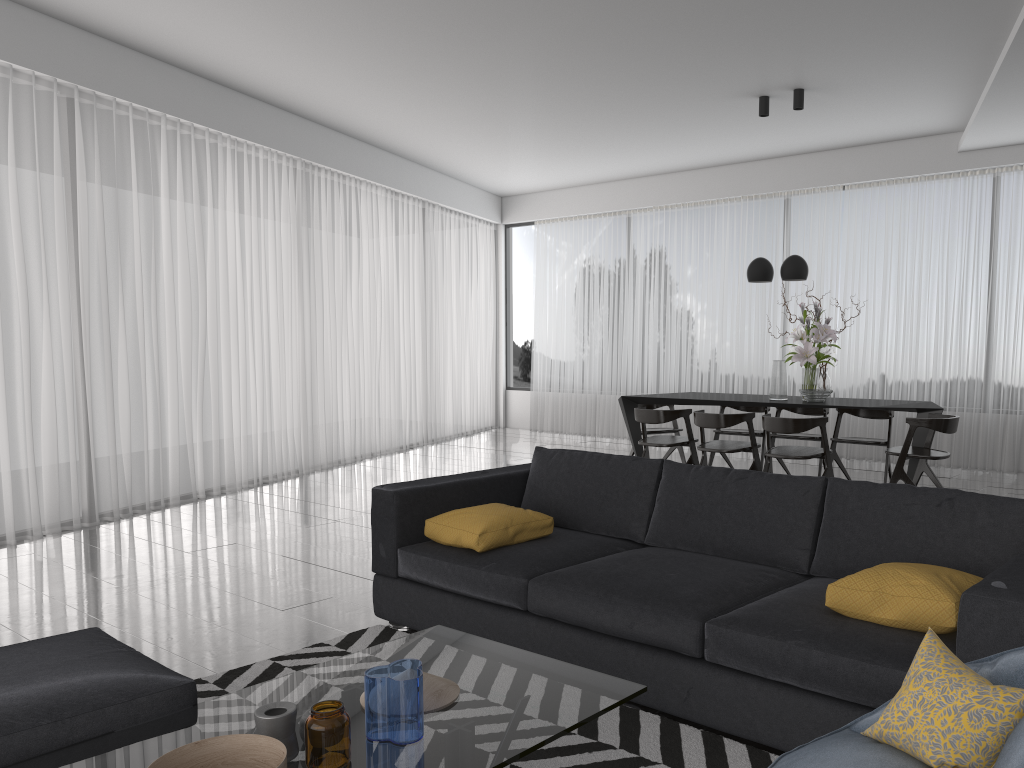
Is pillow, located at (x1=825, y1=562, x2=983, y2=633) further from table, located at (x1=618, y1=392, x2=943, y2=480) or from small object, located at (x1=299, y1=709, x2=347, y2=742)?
table, located at (x1=618, y1=392, x2=943, y2=480)

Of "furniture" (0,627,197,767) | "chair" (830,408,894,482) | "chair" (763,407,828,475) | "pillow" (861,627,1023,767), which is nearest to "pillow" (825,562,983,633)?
"pillow" (861,627,1023,767)

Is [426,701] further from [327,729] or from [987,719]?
[987,719]

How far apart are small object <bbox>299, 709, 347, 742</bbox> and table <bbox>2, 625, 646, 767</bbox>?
0.1 meters

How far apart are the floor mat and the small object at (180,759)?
0.9 meters

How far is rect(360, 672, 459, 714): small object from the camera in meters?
2.1 m

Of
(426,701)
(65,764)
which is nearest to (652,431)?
(426,701)

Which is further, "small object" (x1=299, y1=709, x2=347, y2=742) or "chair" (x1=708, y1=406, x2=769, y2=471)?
"chair" (x1=708, y1=406, x2=769, y2=471)

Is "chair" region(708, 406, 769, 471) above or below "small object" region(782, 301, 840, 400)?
below

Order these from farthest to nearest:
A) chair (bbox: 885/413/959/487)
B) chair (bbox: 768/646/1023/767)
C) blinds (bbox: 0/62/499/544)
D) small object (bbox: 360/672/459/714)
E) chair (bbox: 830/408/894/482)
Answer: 1. chair (bbox: 830/408/894/482)
2. chair (bbox: 885/413/959/487)
3. blinds (bbox: 0/62/499/544)
4. small object (bbox: 360/672/459/714)
5. chair (bbox: 768/646/1023/767)
